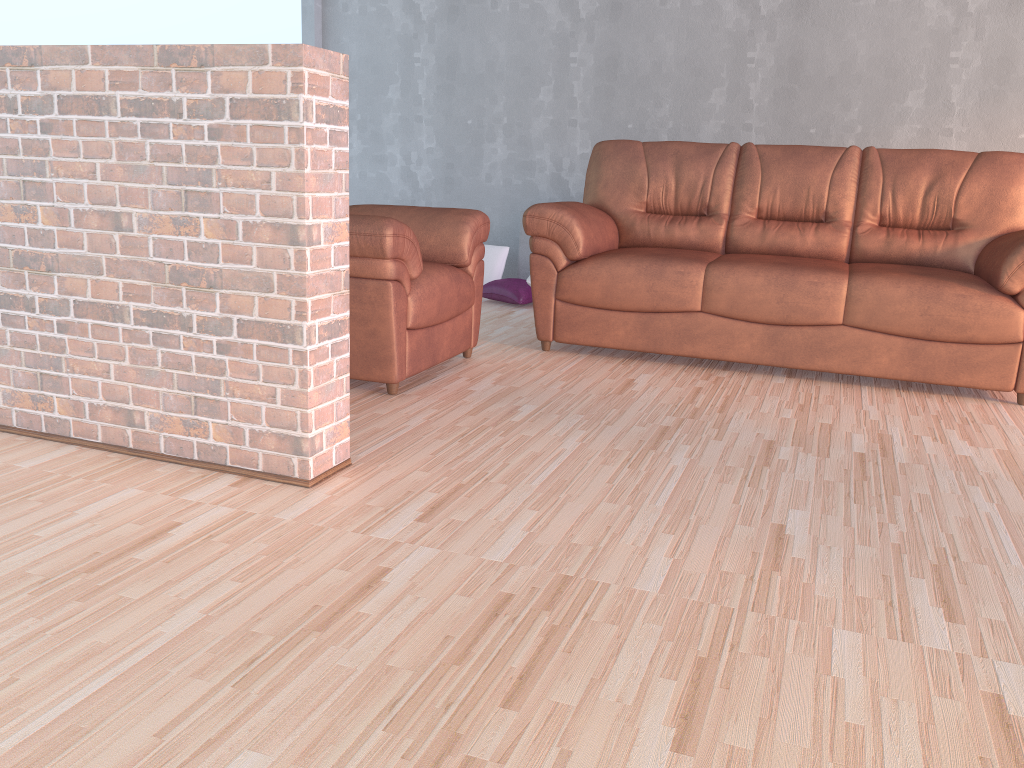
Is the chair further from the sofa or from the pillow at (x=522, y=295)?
the pillow at (x=522, y=295)

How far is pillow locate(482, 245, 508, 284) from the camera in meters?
5.5 m

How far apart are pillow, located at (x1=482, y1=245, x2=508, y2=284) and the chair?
1.8 meters

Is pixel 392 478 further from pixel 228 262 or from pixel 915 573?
pixel 915 573

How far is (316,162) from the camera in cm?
209

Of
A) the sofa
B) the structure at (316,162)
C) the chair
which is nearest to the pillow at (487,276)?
the sofa

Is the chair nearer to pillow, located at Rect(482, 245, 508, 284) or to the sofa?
the sofa

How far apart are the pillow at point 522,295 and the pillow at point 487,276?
0.2 meters

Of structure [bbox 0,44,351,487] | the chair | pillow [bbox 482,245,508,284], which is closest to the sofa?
the chair

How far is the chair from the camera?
3.0m
